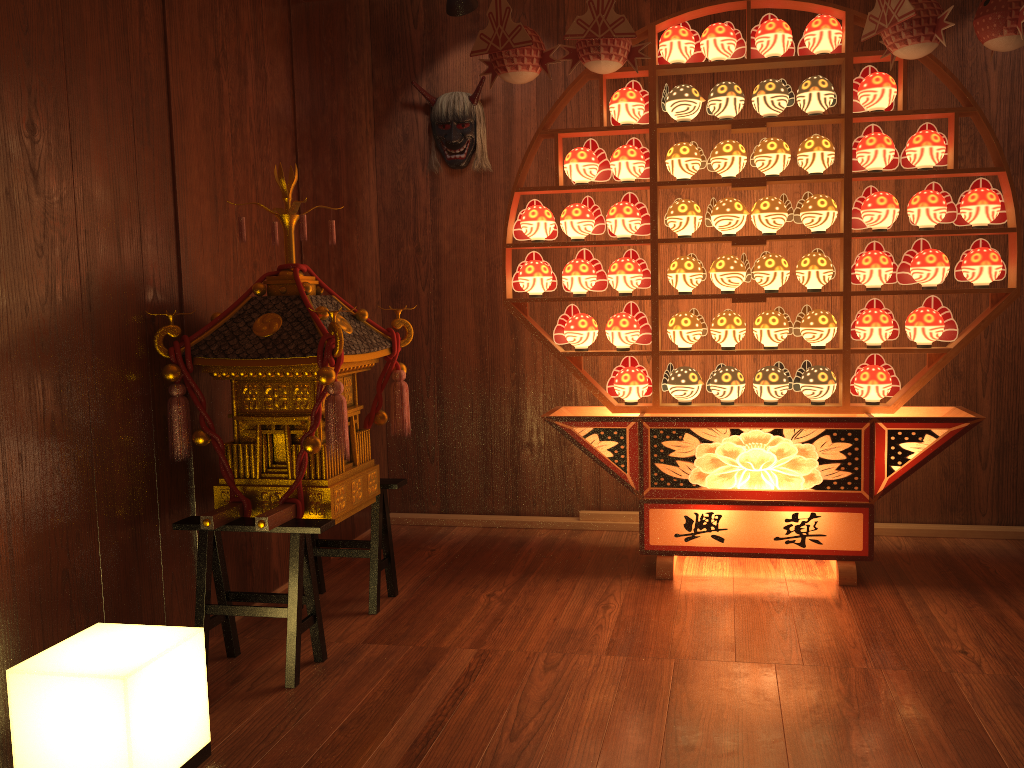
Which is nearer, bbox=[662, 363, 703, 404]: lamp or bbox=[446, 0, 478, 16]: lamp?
bbox=[662, 363, 703, 404]: lamp

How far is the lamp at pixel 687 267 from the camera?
3.4m

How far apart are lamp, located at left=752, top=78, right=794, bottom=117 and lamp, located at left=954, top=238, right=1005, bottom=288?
0.9 meters

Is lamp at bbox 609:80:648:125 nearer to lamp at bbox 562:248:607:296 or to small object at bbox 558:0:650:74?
small object at bbox 558:0:650:74

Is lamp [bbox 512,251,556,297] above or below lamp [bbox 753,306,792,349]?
A: above

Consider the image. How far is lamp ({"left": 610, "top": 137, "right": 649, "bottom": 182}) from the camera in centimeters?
342cm

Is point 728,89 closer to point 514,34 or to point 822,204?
point 822,204

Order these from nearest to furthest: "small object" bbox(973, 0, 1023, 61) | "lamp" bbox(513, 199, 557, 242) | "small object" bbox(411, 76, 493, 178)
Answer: "small object" bbox(973, 0, 1023, 61) < "lamp" bbox(513, 199, 557, 242) < "small object" bbox(411, 76, 493, 178)

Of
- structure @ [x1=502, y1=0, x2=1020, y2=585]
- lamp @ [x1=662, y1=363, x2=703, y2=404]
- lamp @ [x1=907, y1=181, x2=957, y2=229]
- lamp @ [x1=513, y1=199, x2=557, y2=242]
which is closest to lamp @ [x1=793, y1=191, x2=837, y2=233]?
structure @ [x1=502, y1=0, x2=1020, y2=585]

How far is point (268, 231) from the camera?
3.3m
